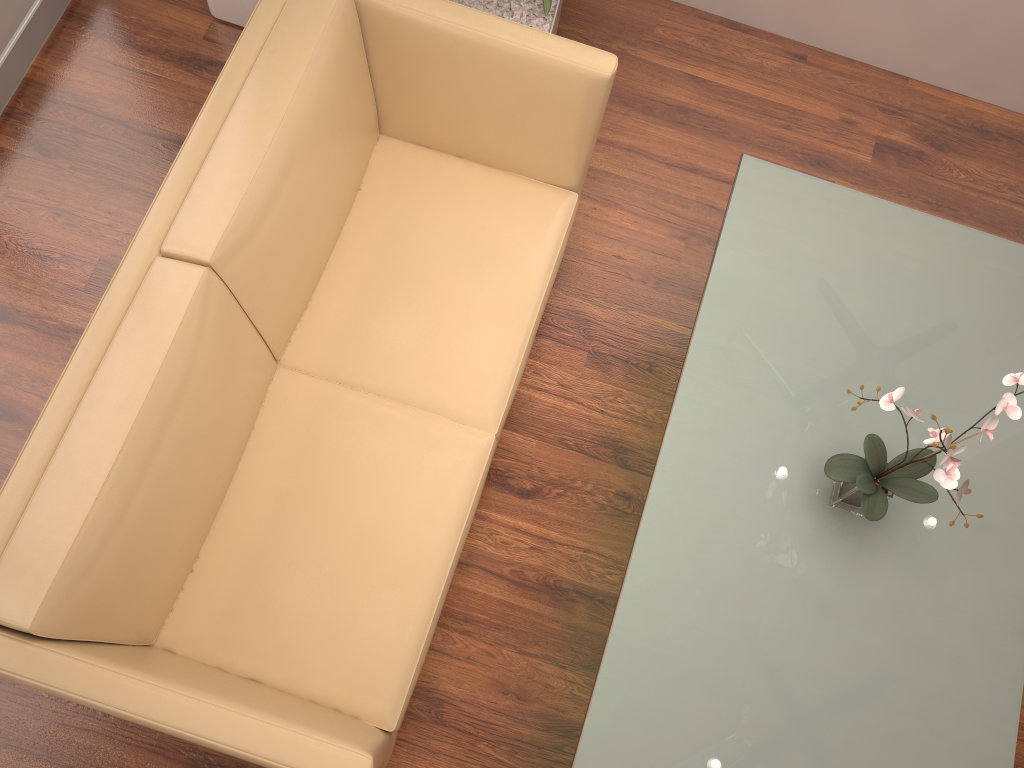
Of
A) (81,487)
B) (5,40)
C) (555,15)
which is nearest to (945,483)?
(81,487)

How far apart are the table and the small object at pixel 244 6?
1.8 meters

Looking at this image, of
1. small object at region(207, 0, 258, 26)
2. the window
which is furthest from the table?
the window

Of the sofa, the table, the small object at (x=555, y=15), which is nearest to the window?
the sofa

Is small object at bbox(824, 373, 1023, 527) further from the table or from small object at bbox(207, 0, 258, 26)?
small object at bbox(207, 0, 258, 26)

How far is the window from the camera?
2.8 meters

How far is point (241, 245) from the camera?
1.94m

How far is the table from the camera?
1.9m

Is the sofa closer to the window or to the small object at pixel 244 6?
the small object at pixel 244 6

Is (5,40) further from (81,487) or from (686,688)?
(686,688)
